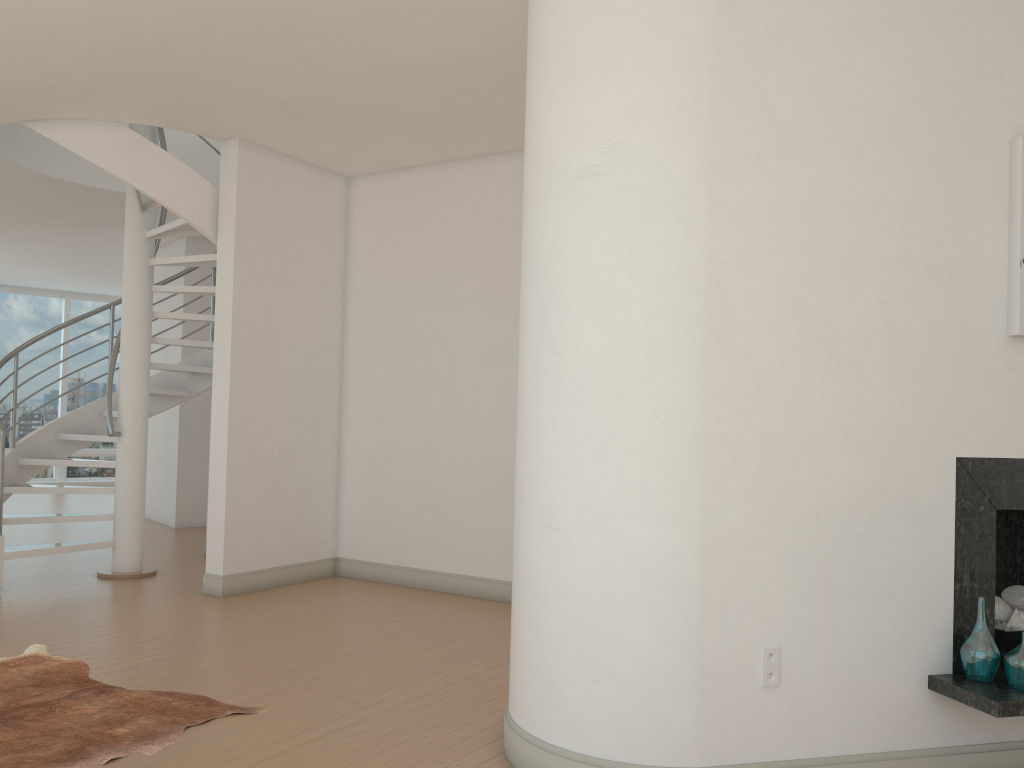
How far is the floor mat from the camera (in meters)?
Answer: 3.45

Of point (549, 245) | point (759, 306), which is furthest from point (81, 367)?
point (759, 306)

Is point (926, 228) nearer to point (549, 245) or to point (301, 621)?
point (549, 245)

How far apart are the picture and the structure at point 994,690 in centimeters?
50cm

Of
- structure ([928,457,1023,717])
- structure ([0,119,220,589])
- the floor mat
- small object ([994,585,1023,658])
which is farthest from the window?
small object ([994,585,1023,658])

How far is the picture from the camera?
3.4 meters

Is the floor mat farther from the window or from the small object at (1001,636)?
the window

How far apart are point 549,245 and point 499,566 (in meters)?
3.74

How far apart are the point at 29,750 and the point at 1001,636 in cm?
383

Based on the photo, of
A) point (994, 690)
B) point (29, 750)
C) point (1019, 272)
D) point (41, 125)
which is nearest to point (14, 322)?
point (41, 125)
